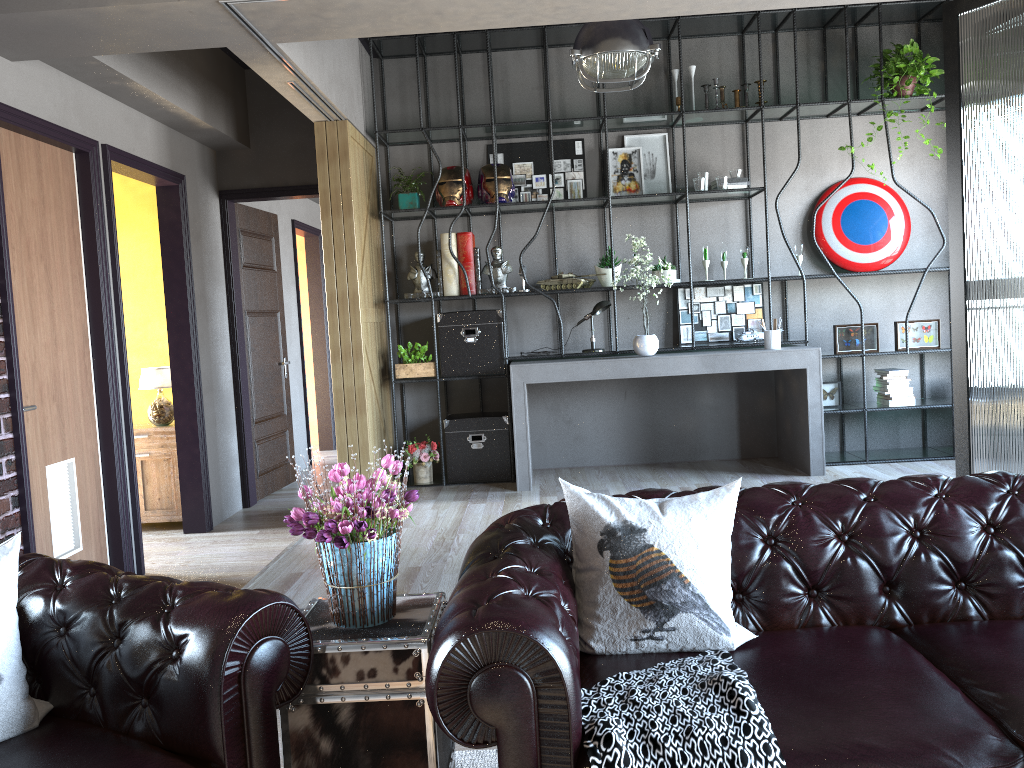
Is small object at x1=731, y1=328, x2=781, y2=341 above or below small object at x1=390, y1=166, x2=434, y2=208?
below

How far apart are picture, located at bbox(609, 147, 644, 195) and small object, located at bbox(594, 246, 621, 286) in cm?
62

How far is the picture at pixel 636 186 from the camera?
6.7 meters

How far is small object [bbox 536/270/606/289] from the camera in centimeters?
652cm

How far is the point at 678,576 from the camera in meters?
2.4 m

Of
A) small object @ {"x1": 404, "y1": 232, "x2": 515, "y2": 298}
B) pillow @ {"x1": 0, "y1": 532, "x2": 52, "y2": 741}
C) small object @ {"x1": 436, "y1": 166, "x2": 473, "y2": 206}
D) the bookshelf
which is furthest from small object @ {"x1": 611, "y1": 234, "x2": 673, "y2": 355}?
pillow @ {"x1": 0, "y1": 532, "x2": 52, "y2": 741}

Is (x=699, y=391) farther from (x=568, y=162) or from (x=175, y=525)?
(x=175, y=525)

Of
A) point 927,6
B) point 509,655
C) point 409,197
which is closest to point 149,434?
point 409,197

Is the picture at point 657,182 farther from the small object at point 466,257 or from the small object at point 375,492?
the small object at point 375,492

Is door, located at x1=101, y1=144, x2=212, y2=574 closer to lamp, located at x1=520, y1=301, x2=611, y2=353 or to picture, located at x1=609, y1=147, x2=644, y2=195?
lamp, located at x1=520, y1=301, x2=611, y2=353
